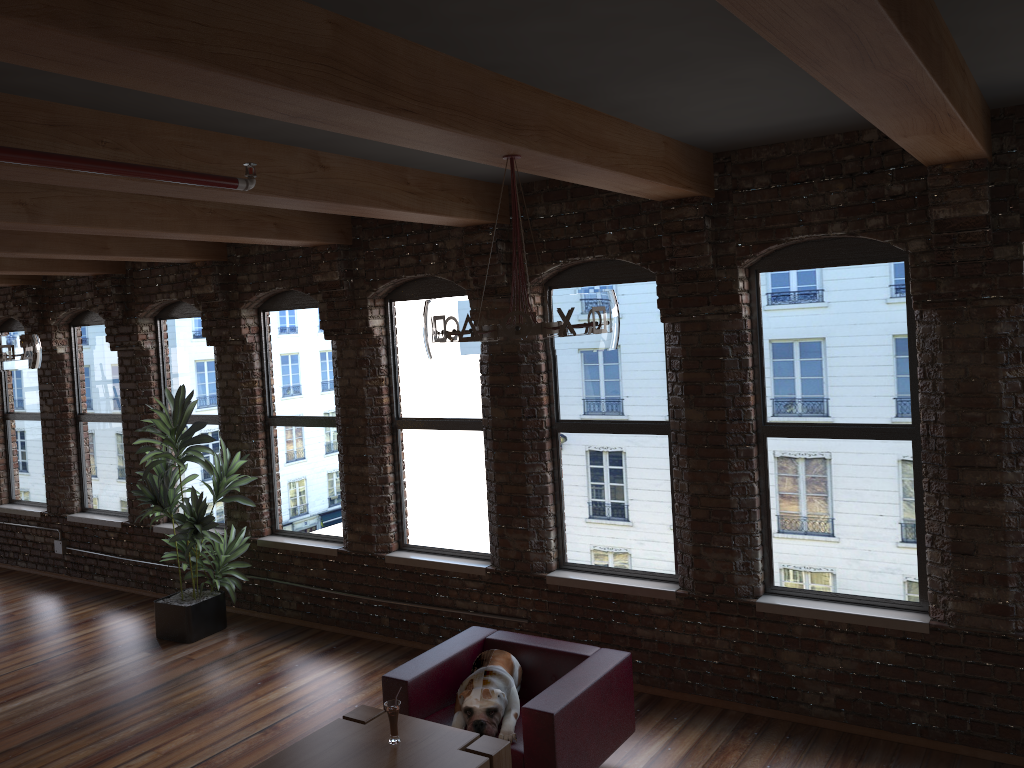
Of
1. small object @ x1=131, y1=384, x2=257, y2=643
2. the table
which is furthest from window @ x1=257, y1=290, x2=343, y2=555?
the table

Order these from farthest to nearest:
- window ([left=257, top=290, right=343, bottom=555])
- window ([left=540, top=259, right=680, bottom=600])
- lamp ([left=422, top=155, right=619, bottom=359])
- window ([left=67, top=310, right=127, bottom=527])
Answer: window ([left=67, top=310, right=127, bottom=527])
window ([left=257, top=290, right=343, bottom=555])
window ([left=540, top=259, right=680, bottom=600])
lamp ([left=422, top=155, right=619, bottom=359])

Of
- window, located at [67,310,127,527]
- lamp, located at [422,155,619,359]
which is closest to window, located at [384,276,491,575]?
lamp, located at [422,155,619,359]

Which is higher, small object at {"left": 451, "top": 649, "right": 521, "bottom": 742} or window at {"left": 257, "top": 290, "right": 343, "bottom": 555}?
window at {"left": 257, "top": 290, "right": 343, "bottom": 555}

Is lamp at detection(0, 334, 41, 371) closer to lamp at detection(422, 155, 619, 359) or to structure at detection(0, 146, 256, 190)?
structure at detection(0, 146, 256, 190)

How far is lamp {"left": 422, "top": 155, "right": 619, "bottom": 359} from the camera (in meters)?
3.24

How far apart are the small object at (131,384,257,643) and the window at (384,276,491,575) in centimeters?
134cm

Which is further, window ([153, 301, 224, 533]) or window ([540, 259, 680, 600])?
window ([153, 301, 224, 533])

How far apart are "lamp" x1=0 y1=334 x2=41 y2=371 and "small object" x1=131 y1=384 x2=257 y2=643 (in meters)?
1.06

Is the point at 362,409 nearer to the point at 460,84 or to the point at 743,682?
the point at 743,682
